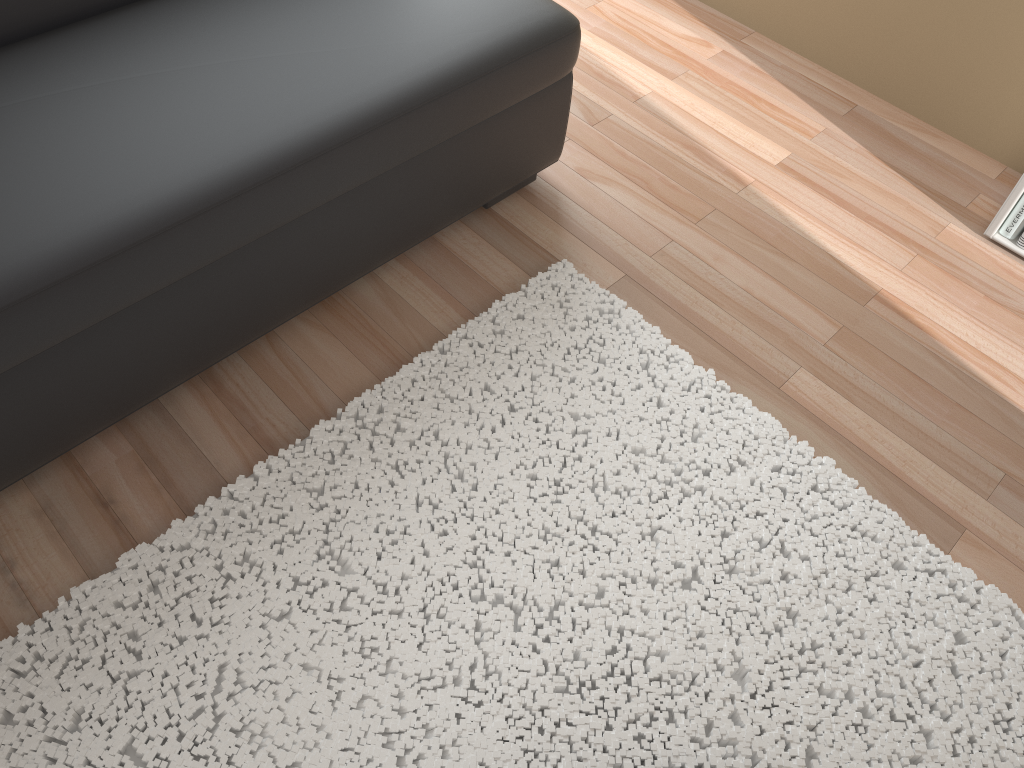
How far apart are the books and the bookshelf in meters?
0.0 m

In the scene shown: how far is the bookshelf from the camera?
2.03m

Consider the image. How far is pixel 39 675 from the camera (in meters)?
1.35

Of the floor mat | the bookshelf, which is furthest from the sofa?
the bookshelf

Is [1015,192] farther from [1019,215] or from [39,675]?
[39,675]

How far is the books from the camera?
2.06m

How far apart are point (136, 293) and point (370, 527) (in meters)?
0.54

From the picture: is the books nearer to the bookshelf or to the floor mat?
the bookshelf

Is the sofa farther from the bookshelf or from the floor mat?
the bookshelf

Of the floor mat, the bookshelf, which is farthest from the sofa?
the bookshelf
